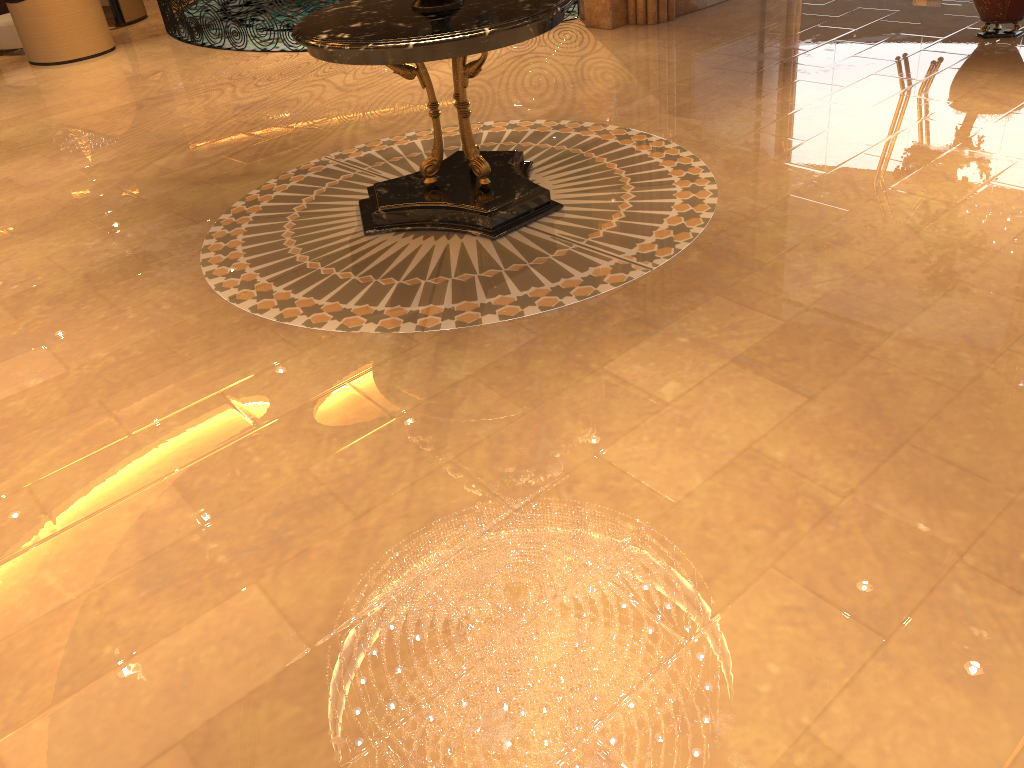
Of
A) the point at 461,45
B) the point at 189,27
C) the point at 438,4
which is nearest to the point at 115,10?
the point at 189,27

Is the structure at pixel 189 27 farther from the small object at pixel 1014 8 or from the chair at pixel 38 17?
the small object at pixel 1014 8

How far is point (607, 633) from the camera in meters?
2.5

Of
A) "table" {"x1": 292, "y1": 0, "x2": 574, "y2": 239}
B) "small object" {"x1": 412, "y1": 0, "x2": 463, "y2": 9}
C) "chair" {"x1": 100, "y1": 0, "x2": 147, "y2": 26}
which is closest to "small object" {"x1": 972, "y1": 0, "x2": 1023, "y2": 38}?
"table" {"x1": 292, "y1": 0, "x2": 574, "y2": 239}

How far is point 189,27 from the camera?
9.93m

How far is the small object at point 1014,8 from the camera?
6.6 meters

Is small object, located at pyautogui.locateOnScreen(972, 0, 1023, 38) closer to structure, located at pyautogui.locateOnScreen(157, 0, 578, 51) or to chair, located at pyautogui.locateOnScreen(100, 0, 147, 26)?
structure, located at pyautogui.locateOnScreen(157, 0, 578, 51)

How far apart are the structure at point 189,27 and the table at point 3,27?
1.8m

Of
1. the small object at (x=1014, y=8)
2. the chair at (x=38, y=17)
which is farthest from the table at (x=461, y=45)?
the chair at (x=38, y=17)

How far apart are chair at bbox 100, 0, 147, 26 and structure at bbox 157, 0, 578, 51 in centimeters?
41cm
